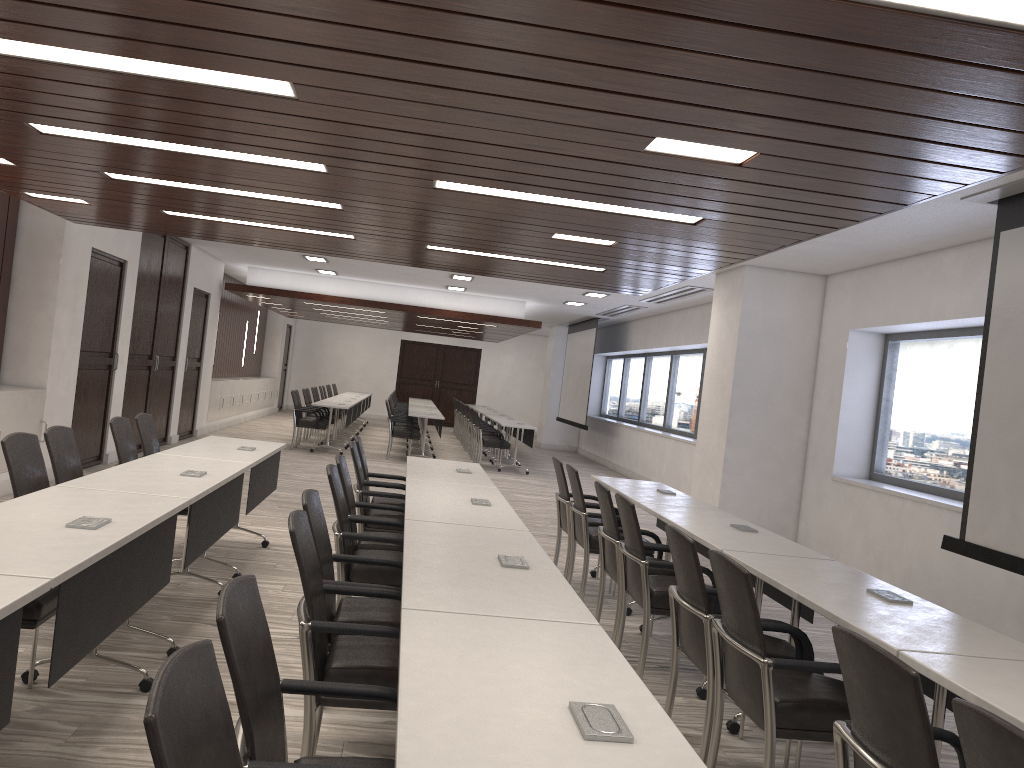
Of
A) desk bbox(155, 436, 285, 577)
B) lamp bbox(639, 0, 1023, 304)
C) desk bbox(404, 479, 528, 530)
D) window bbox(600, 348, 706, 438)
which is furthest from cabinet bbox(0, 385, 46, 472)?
window bbox(600, 348, 706, 438)

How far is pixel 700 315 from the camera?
13.1 meters

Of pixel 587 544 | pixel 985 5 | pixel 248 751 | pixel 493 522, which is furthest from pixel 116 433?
pixel 985 5

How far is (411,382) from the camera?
25.3m

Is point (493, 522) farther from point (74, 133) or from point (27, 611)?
point (74, 133)

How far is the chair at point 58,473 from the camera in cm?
466

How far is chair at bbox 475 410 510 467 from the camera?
14.5m

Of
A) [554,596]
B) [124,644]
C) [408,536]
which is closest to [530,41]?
[554,596]

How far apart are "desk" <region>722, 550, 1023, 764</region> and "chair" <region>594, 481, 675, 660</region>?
1.0 meters

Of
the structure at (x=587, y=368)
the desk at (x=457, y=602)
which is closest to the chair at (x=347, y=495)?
the desk at (x=457, y=602)
